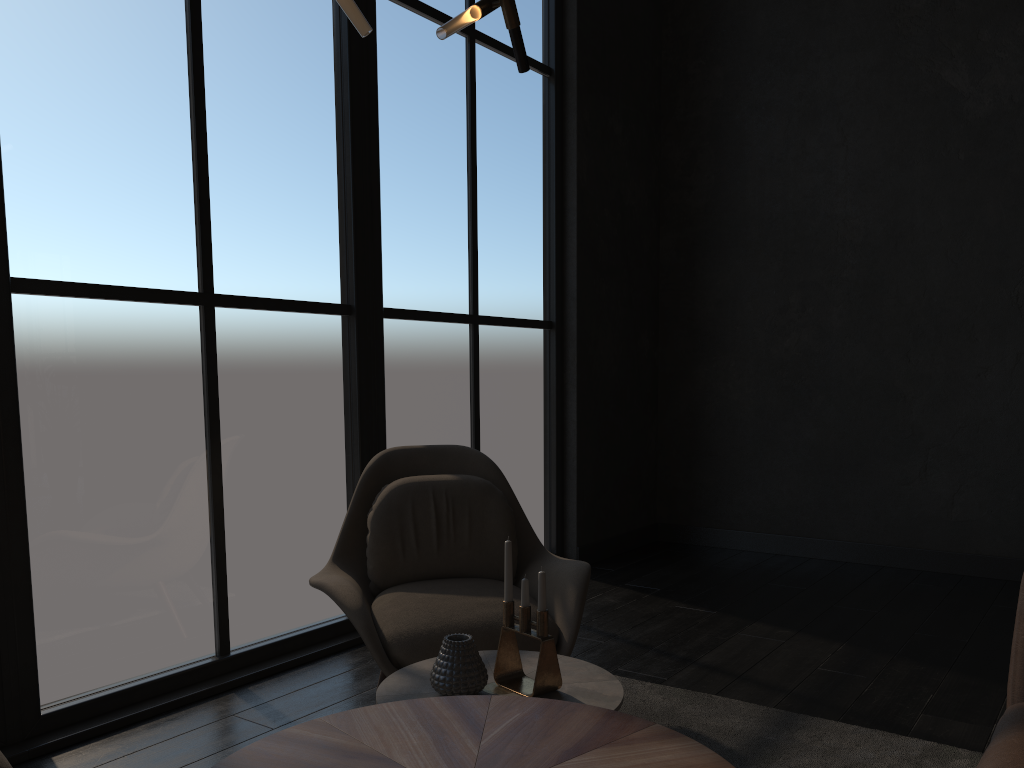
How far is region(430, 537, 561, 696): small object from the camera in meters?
1.9

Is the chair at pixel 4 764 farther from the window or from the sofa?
the sofa

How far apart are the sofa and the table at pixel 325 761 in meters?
0.5 m

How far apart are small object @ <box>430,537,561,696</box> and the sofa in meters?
0.8

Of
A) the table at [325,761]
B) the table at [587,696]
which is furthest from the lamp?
the table at [587,696]

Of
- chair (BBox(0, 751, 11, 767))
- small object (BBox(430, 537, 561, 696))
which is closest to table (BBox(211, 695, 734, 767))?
small object (BBox(430, 537, 561, 696))

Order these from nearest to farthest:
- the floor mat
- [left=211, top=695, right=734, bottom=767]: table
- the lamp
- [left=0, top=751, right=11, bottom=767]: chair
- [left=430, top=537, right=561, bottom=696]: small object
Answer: [left=211, top=695, right=734, bottom=767]: table
[left=0, top=751, right=11, bottom=767]: chair
the lamp
[left=430, top=537, right=561, bottom=696]: small object
the floor mat

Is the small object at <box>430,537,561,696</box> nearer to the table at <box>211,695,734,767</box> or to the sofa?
the table at <box>211,695,734,767</box>

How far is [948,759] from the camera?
2.4 meters

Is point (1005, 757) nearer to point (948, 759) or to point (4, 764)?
point (948, 759)
